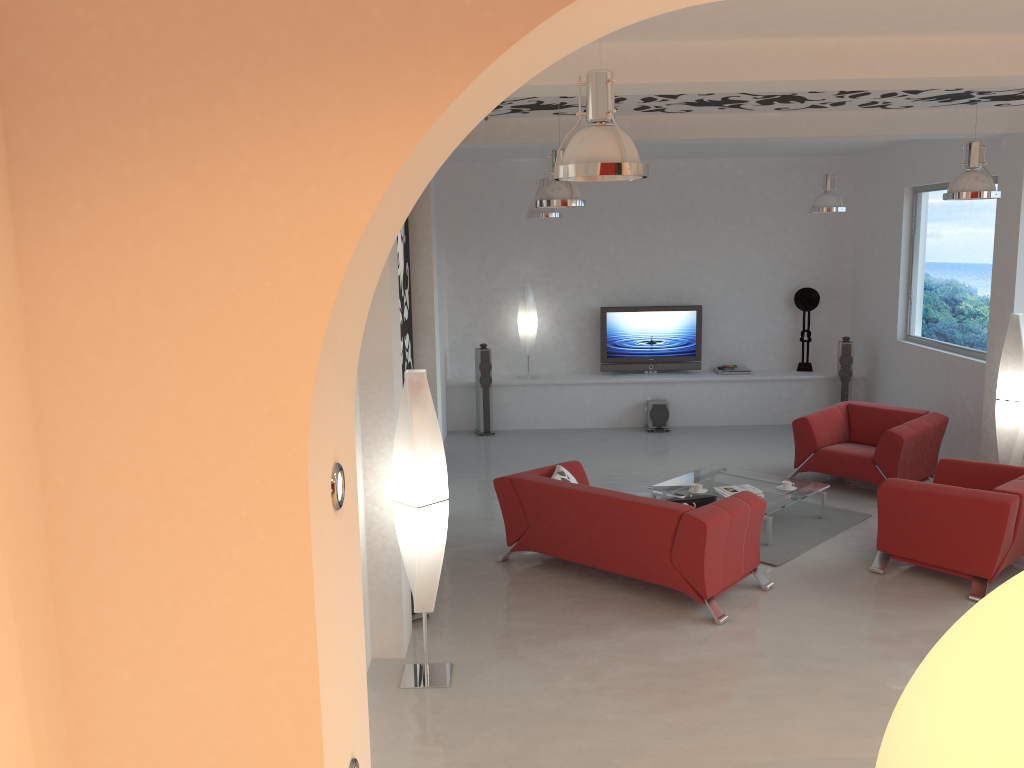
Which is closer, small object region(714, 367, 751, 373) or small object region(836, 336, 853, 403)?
small object region(836, 336, 853, 403)

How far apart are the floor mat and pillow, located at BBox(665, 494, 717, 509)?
1.1 meters

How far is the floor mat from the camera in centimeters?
699cm

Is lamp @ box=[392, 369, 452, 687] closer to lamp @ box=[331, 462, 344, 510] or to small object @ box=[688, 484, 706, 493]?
lamp @ box=[331, 462, 344, 510]

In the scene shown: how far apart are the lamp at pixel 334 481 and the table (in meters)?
5.74

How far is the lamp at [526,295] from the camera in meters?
11.7

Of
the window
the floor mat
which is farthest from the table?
the window

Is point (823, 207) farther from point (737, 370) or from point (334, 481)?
point (334, 481)

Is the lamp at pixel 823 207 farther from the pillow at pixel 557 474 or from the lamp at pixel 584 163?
the lamp at pixel 584 163

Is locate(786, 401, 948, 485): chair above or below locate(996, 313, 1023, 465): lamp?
below
